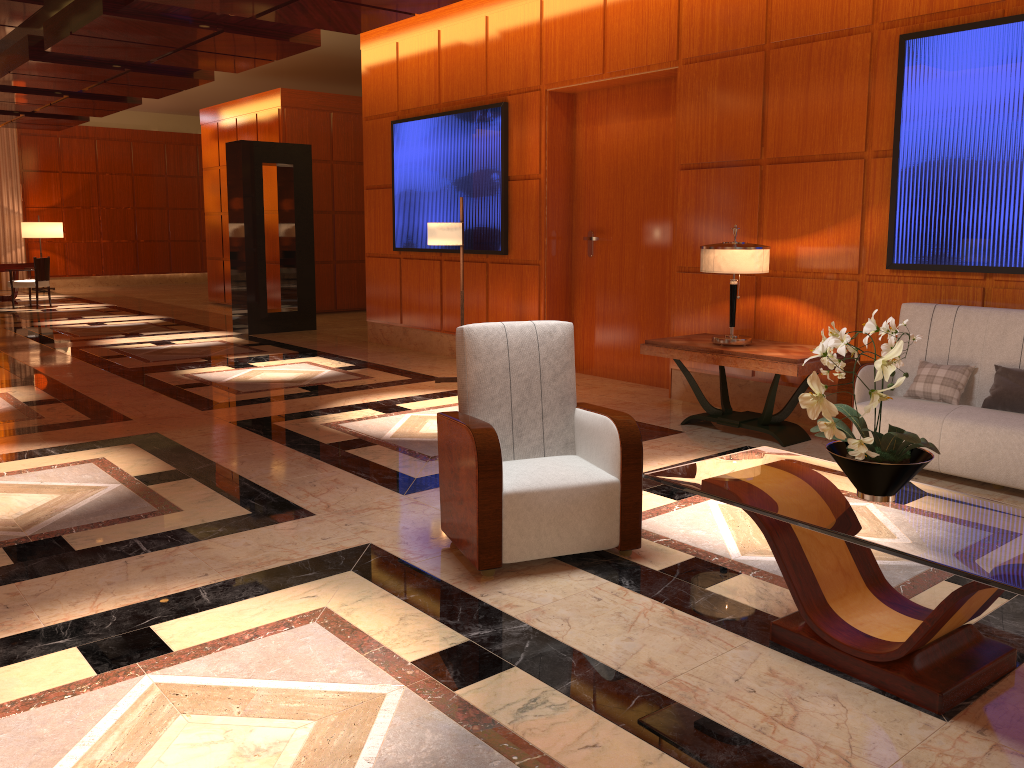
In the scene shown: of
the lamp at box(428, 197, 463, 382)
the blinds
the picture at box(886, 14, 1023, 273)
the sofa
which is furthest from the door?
the blinds

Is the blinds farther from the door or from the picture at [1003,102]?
the picture at [1003,102]

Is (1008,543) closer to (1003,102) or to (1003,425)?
(1003,425)

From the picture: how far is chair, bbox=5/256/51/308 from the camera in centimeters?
1514cm

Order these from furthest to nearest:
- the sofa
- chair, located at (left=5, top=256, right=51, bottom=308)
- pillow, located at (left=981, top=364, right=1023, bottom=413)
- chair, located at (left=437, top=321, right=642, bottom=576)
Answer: chair, located at (left=5, top=256, right=51, bottom=308) → pillow, located at (left=981, top=364, right=1023, bottom=413) → the sofa → chair, located at (left=437, top=321, right=642, bottom=576)

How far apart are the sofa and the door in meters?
2.4 m

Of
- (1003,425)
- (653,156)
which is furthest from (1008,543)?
(653,156)

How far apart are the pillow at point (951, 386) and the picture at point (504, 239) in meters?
4.3 m

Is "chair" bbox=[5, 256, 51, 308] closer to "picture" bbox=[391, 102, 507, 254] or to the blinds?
the blinds

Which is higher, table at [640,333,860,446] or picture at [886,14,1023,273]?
picture at [886,14,1023,273]
